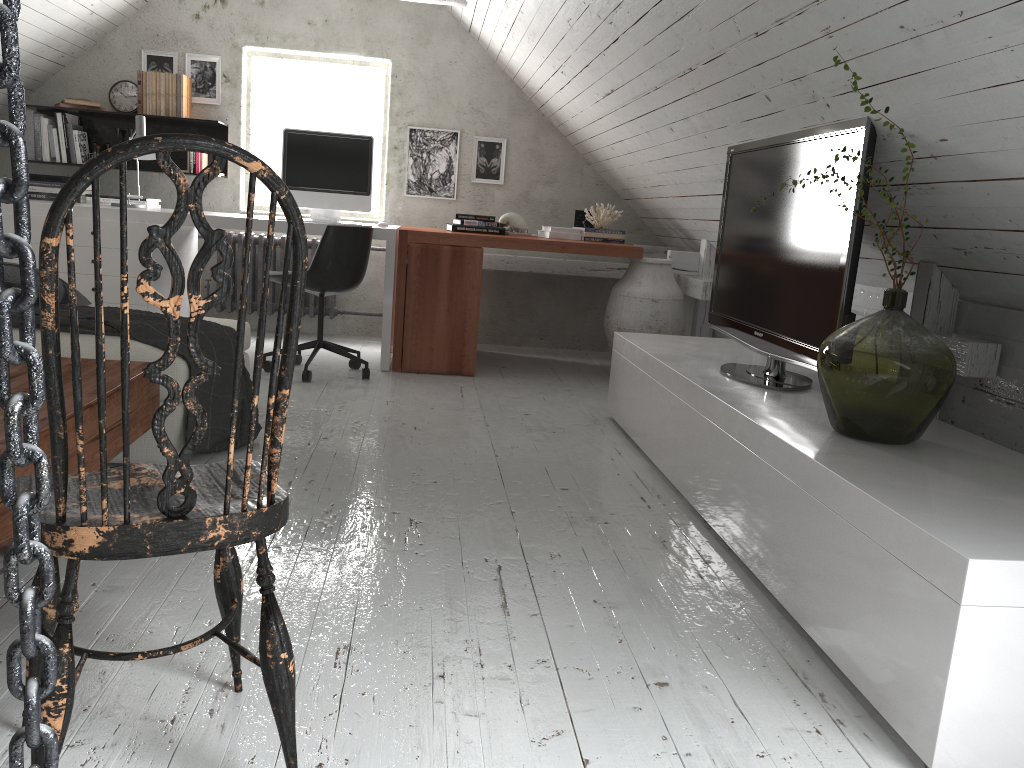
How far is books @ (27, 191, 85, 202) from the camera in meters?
5.1

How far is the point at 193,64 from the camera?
5.49m

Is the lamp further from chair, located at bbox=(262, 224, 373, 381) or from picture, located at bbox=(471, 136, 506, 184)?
picture, located at bbox=(471, 136, 506, 184)

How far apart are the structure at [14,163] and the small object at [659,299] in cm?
426

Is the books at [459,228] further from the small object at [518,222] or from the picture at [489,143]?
the picture at [489,143]

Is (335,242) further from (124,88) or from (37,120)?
(37,120)

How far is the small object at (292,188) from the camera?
4.8m

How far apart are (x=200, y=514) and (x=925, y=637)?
1.2m

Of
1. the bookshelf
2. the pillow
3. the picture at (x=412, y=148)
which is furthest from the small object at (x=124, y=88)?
the pillow

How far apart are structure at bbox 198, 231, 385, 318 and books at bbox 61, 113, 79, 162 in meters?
1.1 m
